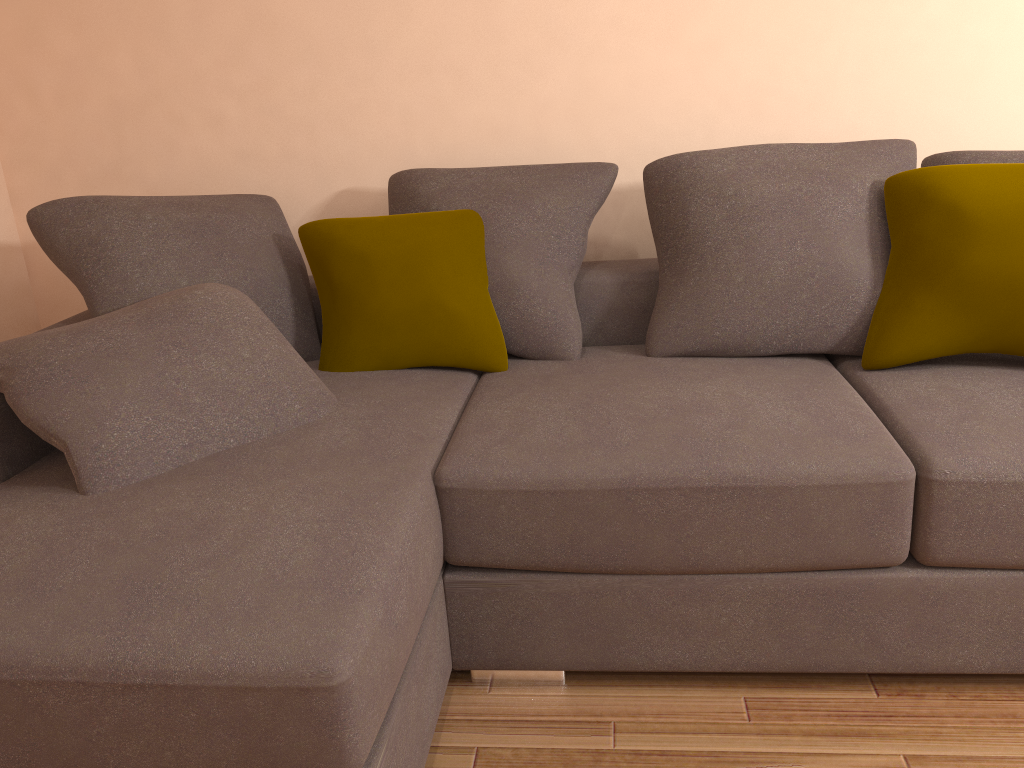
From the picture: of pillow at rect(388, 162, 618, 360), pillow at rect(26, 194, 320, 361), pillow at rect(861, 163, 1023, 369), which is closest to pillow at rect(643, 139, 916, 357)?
pillow at rect(861, 163, 1023, 369)

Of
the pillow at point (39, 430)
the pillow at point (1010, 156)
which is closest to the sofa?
the pillow at point (39, 430)

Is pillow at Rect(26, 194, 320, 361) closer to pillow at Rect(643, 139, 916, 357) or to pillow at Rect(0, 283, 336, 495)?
pillow at Rect(0, 283, 336, 495)

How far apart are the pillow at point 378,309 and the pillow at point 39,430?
0.3 meters

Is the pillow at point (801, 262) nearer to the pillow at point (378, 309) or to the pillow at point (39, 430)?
the pillow at point (378, 309)

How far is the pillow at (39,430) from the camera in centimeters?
185cm

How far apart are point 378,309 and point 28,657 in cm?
136

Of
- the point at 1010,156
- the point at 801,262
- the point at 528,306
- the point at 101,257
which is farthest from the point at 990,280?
the point at 101,257

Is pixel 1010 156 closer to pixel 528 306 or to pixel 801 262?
pixel 801 262

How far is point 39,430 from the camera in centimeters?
185cm
